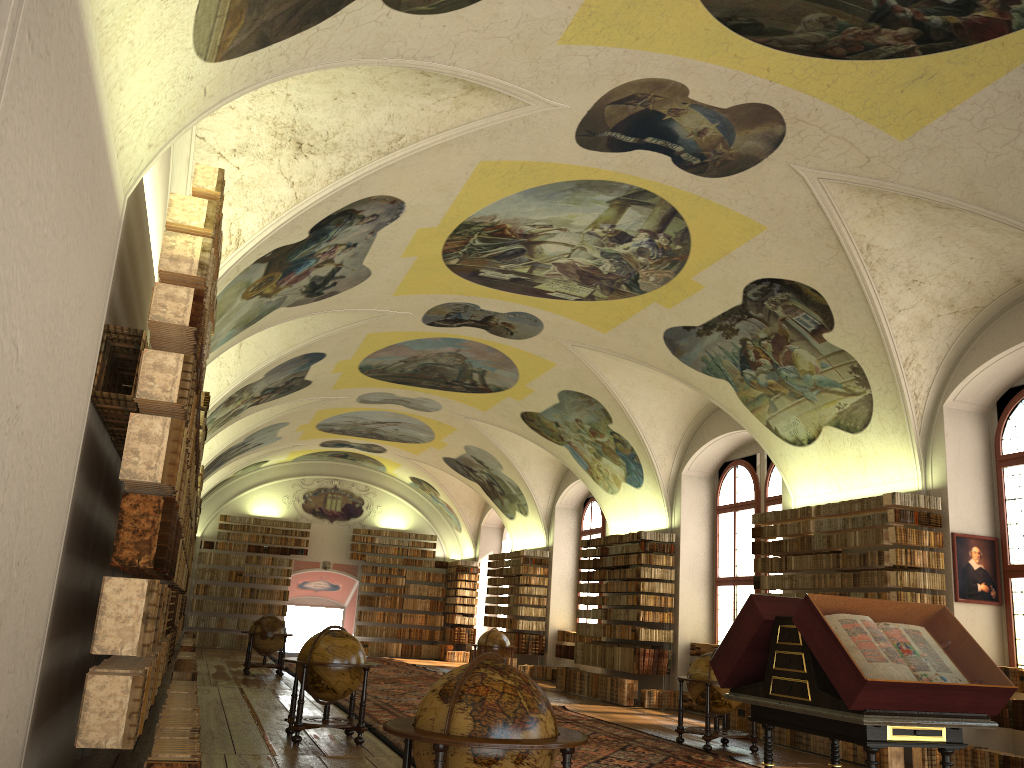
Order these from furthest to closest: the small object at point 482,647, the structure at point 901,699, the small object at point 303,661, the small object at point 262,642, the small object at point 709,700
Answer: the small object at point 482,647
the small object at point 262,642
the small object at point 709,700
the small object at point 303,661
the structure at point 901,699

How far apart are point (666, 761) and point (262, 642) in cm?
1280

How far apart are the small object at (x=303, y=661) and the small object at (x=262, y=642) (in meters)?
9.96

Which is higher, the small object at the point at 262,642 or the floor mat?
the small object at the point at 262,642

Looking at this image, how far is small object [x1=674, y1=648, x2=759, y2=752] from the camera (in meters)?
12.87

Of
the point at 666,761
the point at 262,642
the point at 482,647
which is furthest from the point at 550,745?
the point at 482,647

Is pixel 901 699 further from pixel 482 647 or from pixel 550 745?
pixel 482 647

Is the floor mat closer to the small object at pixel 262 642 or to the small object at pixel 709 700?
the small object at pixel 709 700

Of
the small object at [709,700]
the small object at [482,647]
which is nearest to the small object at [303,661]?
the small object at [709,700]

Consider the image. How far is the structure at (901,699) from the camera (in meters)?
5.78
